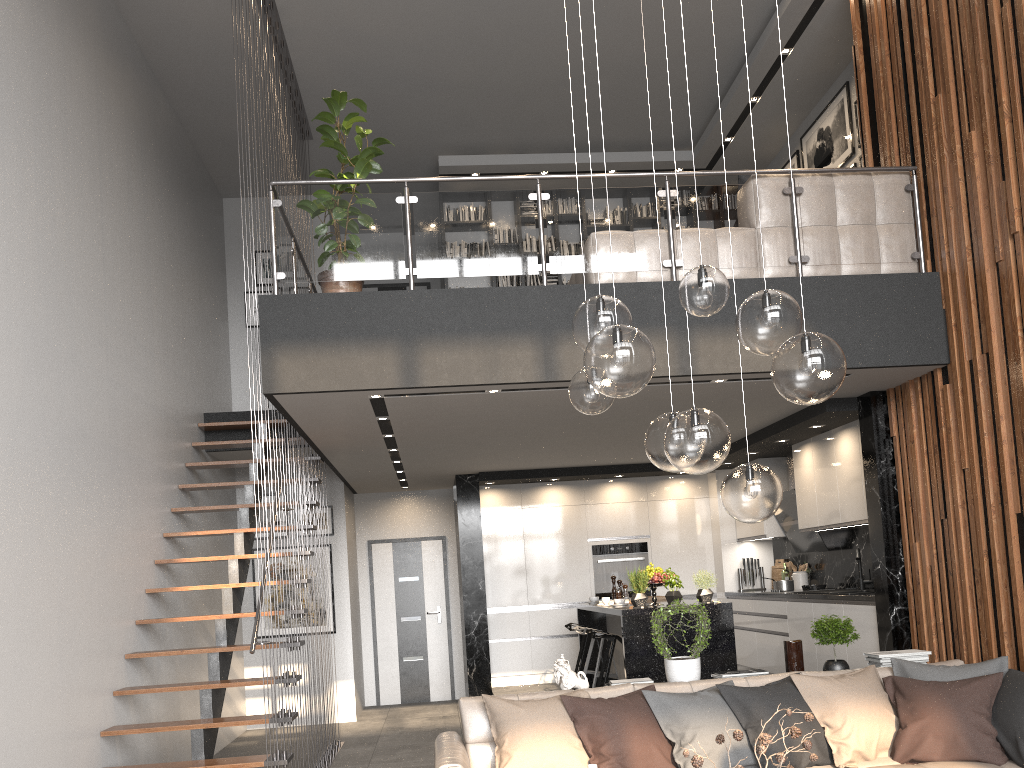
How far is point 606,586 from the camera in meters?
9.9 m

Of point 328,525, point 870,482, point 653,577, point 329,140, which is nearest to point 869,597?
point 870,482

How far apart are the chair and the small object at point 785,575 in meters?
2.4 m

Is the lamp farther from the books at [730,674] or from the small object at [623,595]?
the small object at [623,595]

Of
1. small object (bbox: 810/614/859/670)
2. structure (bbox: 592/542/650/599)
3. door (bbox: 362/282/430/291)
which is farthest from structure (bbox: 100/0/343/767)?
structure (bbox: 592/542/650/599)

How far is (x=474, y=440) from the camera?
7.5m

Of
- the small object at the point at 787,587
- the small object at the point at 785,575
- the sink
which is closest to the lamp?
the sink

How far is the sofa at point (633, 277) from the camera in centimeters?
577cm

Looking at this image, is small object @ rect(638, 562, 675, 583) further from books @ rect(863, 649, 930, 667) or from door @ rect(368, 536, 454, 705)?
door @ rect(368, 536, 454, 705)

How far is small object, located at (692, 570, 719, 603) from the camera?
6.9 meters
